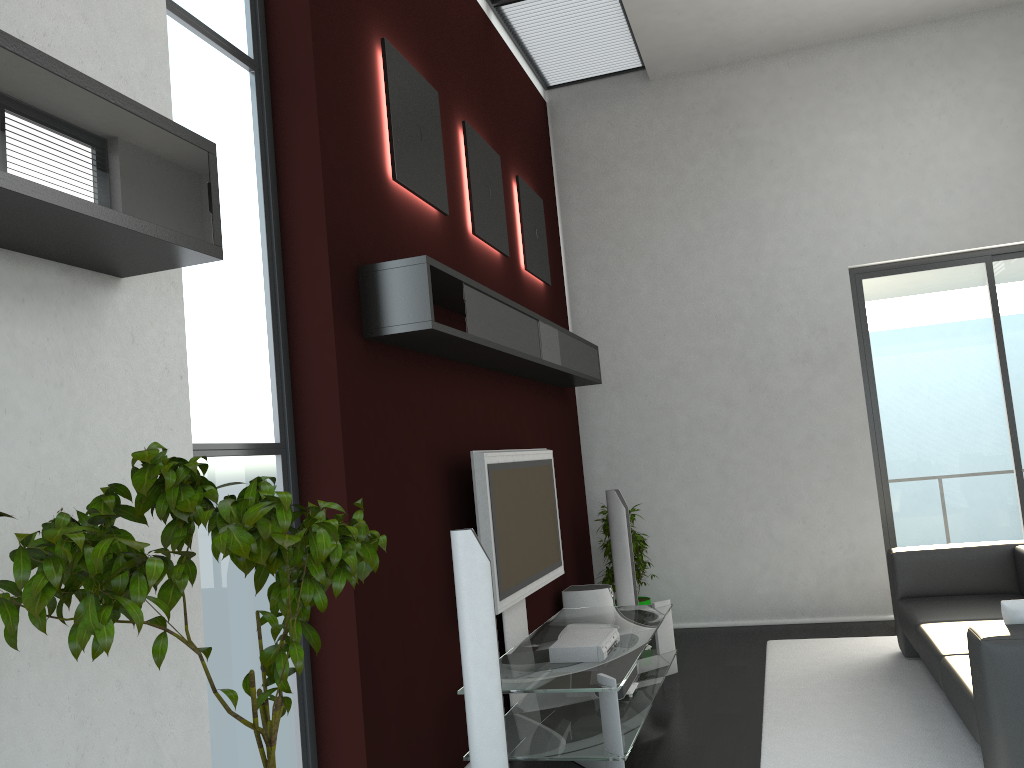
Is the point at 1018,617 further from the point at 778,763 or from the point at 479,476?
the point at 479,476

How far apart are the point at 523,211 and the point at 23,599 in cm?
526

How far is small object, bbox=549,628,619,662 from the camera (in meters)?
4.29

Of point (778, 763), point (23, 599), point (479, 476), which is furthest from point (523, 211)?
point (23, 599)

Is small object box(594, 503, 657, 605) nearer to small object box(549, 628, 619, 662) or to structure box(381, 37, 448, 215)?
small object box(549, 628, 619, 662)

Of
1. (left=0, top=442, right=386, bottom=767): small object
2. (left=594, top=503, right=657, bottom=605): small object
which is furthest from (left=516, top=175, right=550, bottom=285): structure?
(left=0, top=442, right=386, bottom=767): small object

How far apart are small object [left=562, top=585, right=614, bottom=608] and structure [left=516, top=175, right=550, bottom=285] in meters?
2.2 m

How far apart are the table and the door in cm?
221

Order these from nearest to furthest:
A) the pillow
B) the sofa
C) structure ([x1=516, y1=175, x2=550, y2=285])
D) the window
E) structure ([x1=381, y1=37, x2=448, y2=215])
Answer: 1. the window
2. the sofa
3. the pillow
4. structure ([x1=381, y1=37, x2=448, y2=215])
5. structure ([x1=516, y1=175, x2=550, y2=285])

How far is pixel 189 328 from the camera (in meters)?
2.89
